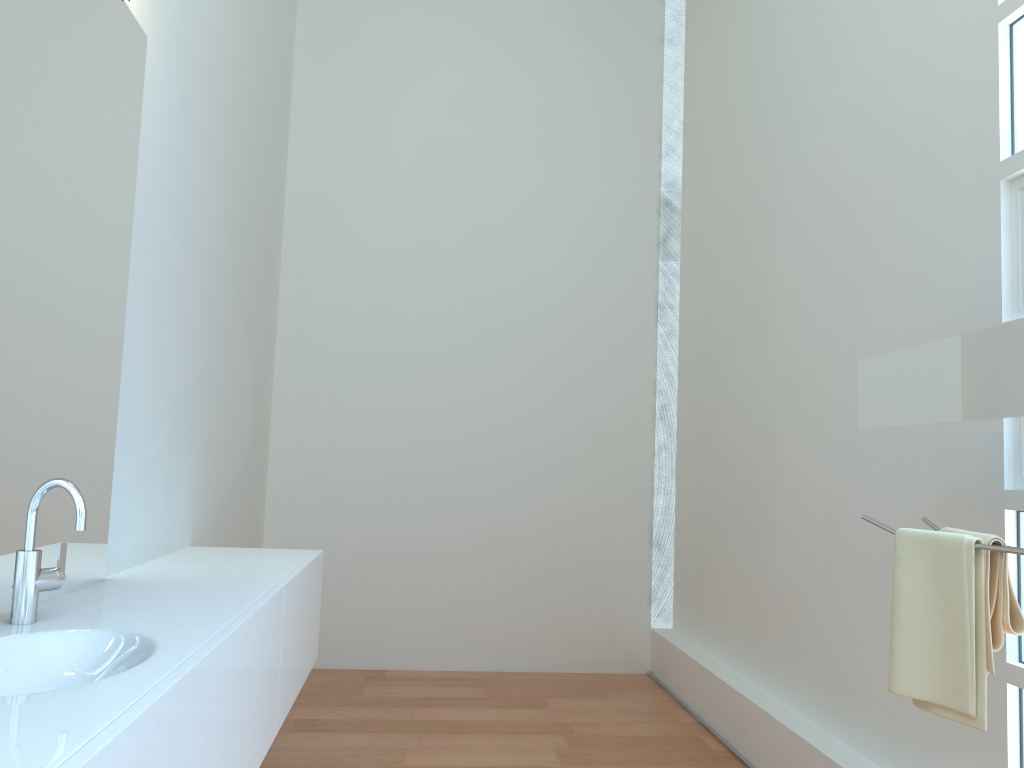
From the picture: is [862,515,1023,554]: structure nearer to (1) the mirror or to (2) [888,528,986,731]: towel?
(2) [888,528,986,731]: towel

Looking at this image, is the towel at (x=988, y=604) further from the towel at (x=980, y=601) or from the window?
the window

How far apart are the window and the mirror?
0.4m

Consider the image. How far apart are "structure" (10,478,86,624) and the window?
2.0m

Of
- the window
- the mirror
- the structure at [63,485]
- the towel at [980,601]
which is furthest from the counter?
the window

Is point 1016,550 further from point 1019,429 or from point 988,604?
point 1019,429

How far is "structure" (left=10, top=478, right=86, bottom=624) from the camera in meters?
1.6 m

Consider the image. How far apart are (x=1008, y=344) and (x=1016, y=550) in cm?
37

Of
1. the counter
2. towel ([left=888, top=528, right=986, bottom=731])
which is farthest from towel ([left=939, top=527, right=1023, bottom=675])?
the counter

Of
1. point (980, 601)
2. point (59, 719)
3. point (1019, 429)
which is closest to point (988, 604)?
point (980, 601)
